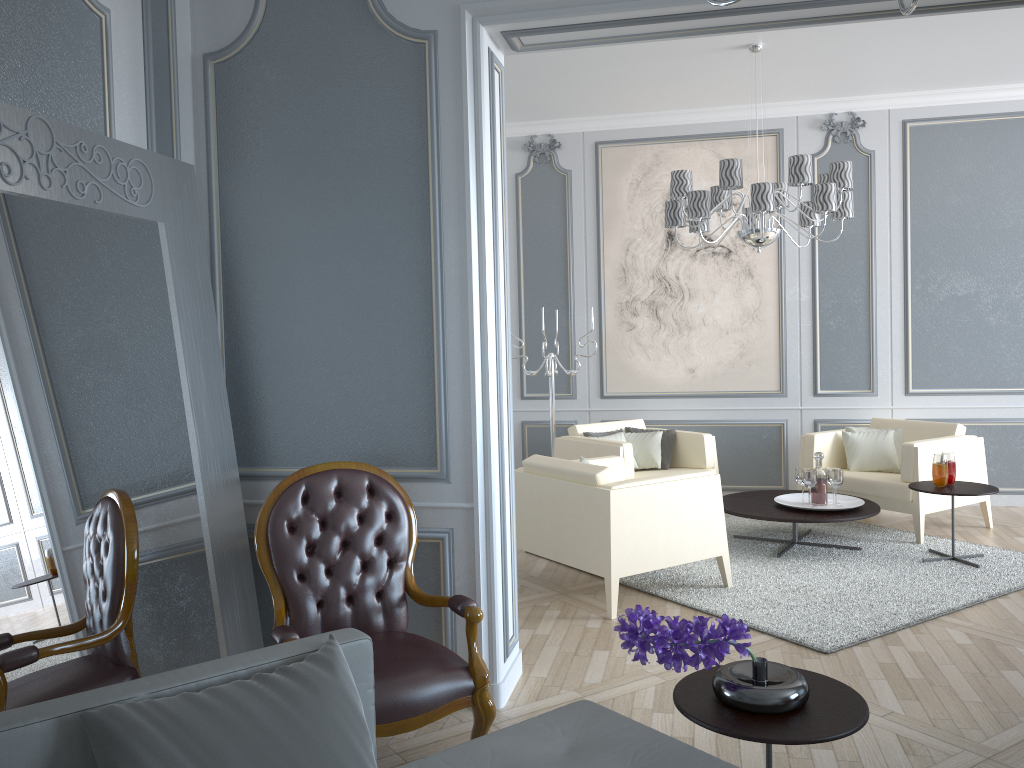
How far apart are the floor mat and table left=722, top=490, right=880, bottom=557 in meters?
0.1 m

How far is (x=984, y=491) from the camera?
4.37m

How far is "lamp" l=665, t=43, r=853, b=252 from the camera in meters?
4.3 m

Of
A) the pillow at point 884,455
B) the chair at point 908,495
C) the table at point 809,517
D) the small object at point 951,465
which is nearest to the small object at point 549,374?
the table at point 809,517

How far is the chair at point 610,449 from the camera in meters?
5.3 m

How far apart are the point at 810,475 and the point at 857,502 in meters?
0.3 m

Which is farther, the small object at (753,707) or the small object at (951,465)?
the small object at (951,465)

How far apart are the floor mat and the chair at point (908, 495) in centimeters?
3cm

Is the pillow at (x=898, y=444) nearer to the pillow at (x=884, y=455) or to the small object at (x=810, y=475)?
the pillow at (x=884, y=455)

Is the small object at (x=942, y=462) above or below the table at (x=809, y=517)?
above
